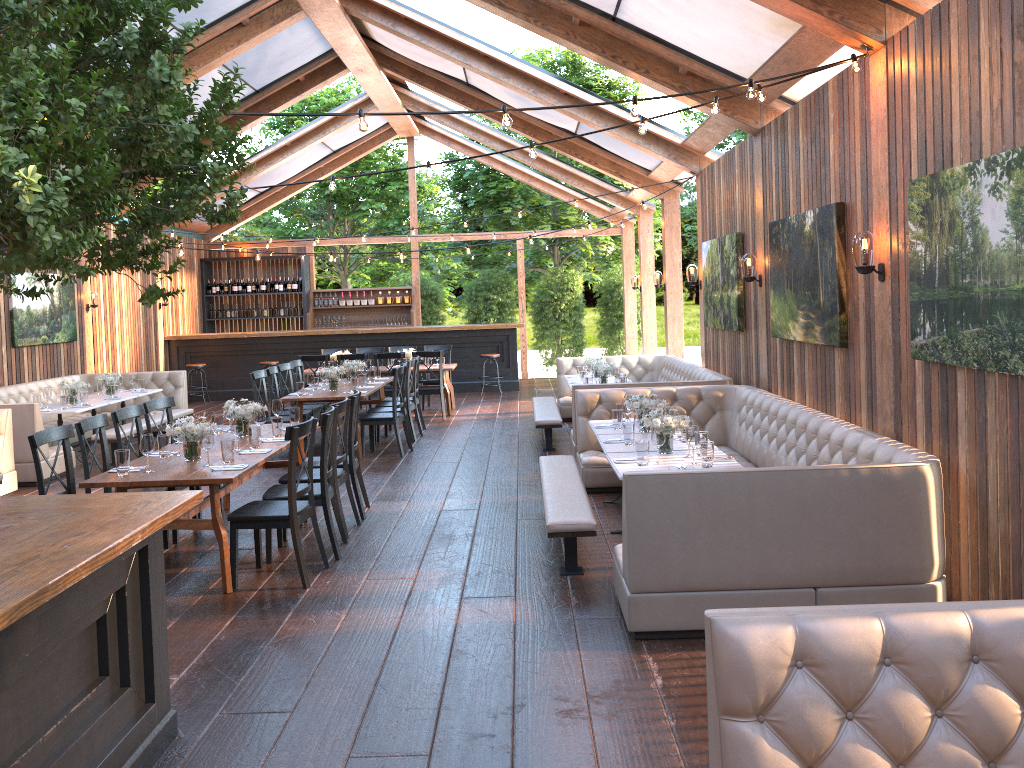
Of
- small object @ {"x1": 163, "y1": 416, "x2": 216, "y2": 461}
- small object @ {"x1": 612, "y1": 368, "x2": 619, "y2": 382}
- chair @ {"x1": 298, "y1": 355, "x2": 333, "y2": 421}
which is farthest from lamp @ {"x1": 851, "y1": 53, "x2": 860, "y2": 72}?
chair @ {"x1": 298, "y1": 355, "x2": 333, "y2": 421}

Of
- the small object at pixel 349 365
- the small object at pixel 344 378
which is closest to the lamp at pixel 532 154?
the small object at pixel 344 378

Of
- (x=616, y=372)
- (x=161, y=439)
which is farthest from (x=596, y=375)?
(x=161, y=439)

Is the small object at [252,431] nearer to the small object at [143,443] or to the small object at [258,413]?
the small object at [258,413]

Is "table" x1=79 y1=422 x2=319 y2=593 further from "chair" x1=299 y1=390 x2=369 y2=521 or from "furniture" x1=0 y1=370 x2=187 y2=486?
"furniture" x1=0 y1=370 x2=187 y2=486

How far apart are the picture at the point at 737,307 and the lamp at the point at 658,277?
3.3 meters

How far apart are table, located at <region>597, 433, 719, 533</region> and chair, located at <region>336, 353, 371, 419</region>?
7.0m

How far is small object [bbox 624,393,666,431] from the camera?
6.9 meters

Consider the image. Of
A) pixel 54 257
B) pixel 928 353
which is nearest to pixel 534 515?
pixel 928 353

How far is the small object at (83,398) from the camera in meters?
10.5 m
